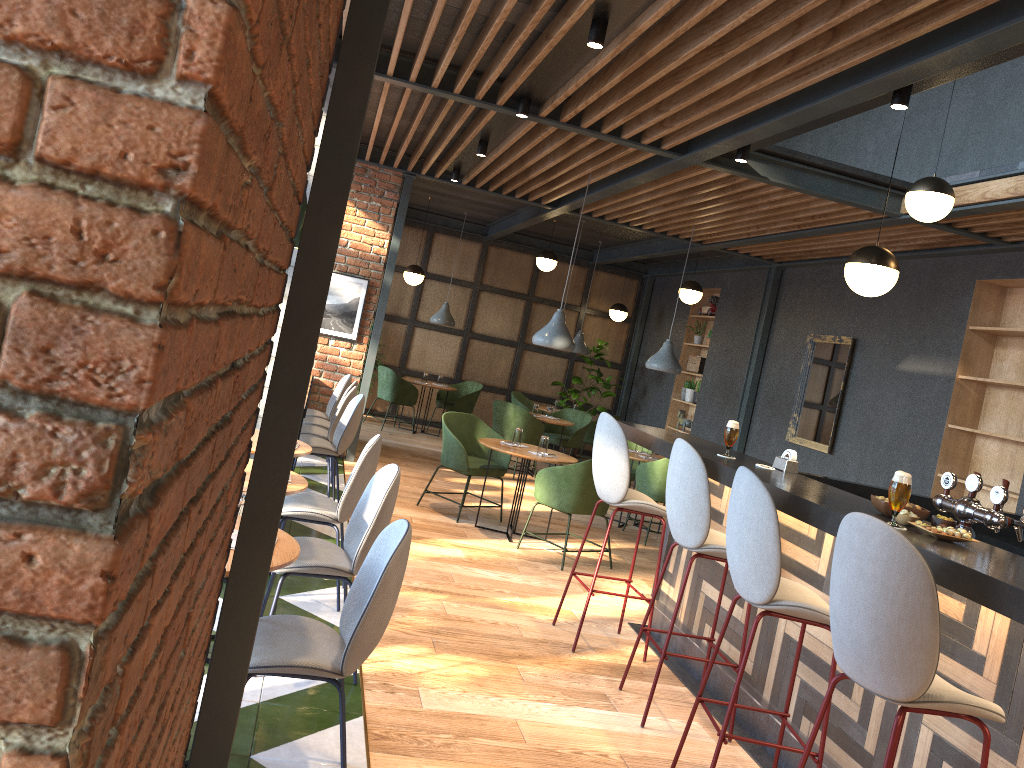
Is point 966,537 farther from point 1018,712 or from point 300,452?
point 300,452

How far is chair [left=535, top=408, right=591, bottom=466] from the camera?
10.80m

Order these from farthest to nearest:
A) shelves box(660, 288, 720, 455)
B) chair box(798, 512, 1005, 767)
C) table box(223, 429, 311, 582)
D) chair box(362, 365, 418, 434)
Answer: shelves box(660, 288, 720, 455) < chair box(362, 365, 418, 434) < table box(223, 429, 311, 582) < chair box(798, 512, 1005, 767)

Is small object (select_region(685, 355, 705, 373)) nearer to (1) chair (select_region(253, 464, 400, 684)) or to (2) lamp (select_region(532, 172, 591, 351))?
(2) lamp (select_region(532, 172, 591, 351))

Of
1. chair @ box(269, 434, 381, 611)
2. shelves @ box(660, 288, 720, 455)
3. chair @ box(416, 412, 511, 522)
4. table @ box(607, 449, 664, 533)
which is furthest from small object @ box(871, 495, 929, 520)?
shelves @ box(660, 288, 720, 455)

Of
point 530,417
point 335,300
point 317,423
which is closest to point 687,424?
point 530,417

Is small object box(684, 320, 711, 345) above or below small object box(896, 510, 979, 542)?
above

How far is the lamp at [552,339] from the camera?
6.90m

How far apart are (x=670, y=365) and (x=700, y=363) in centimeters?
320cm

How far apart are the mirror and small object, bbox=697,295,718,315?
2.63m
